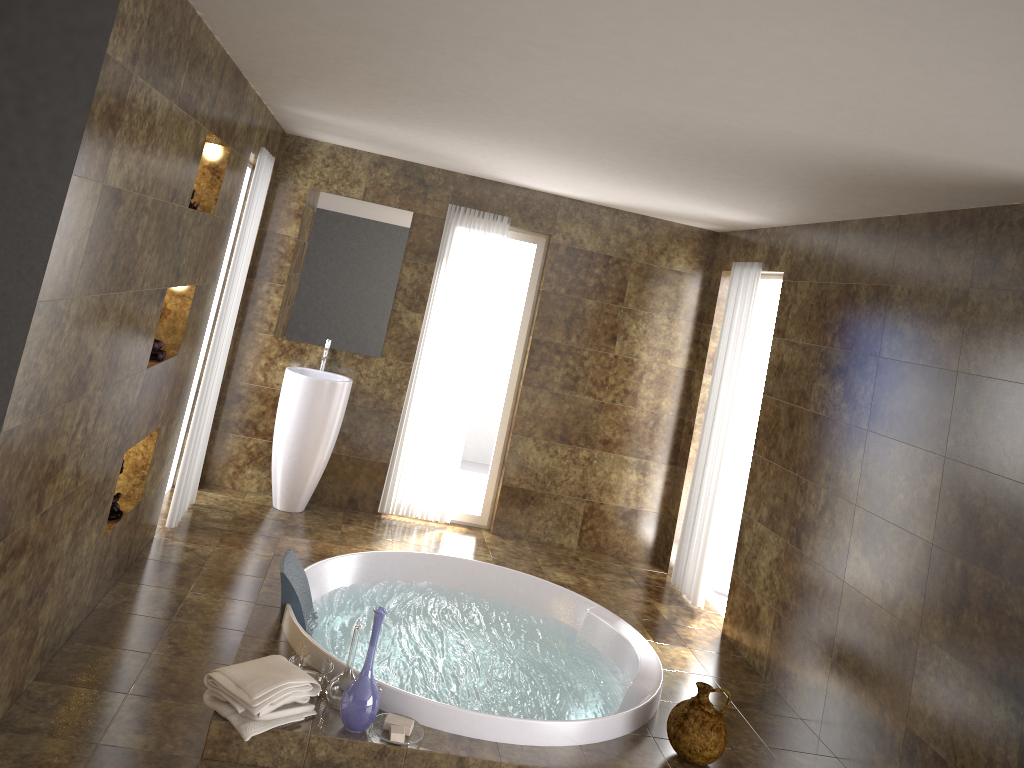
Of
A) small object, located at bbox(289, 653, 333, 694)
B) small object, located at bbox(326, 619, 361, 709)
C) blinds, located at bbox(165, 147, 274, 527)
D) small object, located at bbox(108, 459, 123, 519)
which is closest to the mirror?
blinds, located at bbox(165, 147, 274, 527)

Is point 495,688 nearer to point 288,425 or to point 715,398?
point 288,425

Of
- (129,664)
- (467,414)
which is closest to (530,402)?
(467,414)

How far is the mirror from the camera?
6.1m

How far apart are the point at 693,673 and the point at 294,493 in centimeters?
289cm

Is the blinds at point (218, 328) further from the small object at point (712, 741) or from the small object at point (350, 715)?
the small object at point (712, 741)

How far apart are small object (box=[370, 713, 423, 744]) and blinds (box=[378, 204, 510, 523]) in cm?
304

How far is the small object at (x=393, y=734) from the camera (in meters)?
3.26

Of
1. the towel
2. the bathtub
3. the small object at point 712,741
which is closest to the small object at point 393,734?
the bathtub

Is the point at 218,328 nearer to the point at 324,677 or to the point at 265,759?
the point at 324,677
